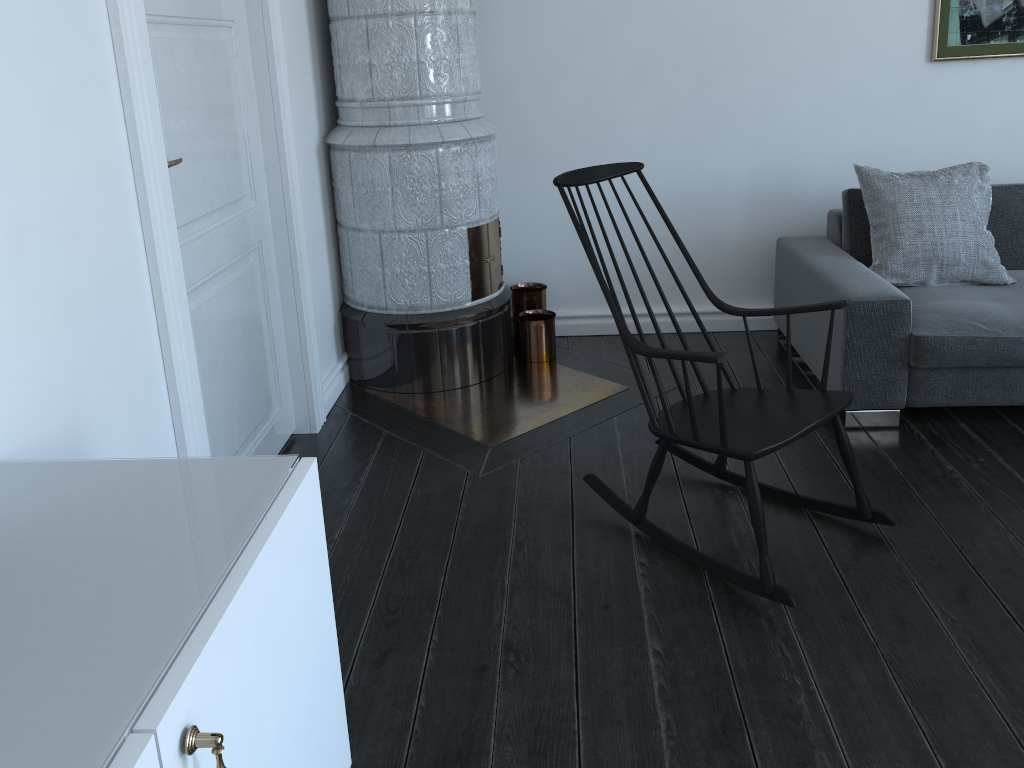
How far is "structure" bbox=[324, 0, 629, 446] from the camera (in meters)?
3.29

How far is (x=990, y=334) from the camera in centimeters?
299cm

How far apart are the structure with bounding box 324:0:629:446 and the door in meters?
0.3 m

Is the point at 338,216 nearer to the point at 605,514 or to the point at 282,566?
the point at 605,514

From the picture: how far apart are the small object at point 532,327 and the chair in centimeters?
108cm

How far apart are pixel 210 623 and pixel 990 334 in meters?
2.8 m

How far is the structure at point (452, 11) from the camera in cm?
329

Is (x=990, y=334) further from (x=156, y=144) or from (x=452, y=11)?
(x=156, y=144)

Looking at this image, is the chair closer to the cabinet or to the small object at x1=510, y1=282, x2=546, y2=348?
the cabinet

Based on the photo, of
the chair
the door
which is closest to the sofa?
the chair
